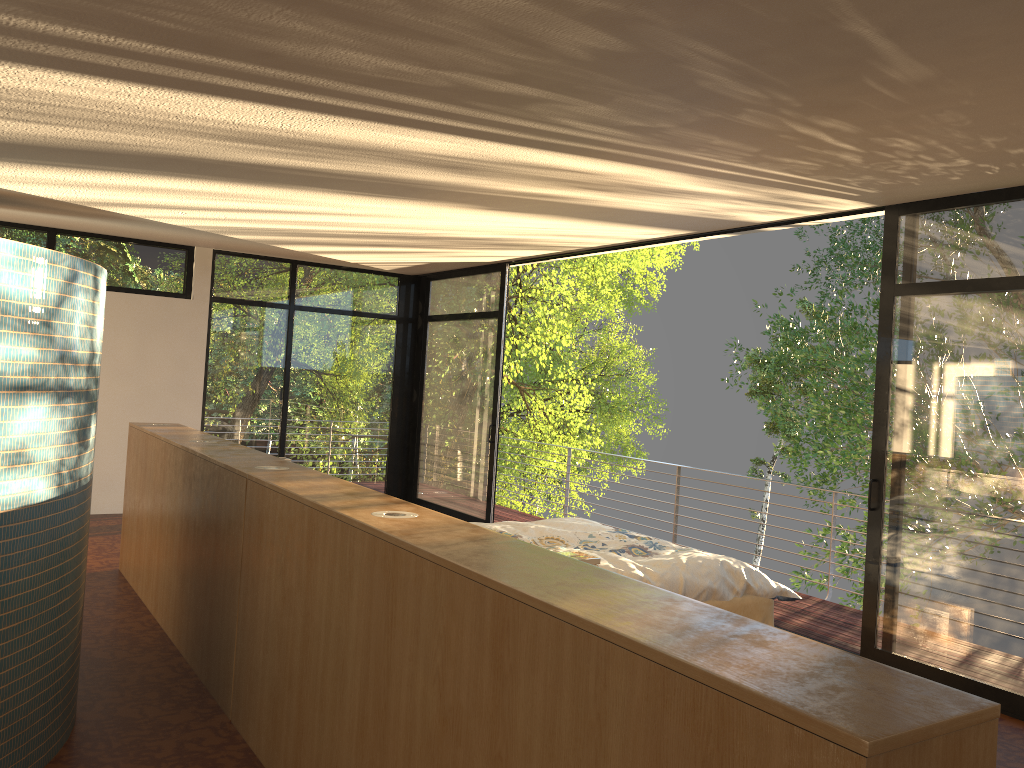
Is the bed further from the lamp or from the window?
the lamp

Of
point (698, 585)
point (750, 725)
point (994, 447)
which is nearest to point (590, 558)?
point (698, 585)

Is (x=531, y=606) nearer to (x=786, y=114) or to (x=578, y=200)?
(x=786, y=114)

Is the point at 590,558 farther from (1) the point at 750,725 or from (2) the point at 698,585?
(1) the point at 750,725

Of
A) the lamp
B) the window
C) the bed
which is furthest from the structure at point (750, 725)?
the window

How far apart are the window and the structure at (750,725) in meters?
2.8 m

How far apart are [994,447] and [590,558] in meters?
2.4 m

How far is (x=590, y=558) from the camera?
2.8m

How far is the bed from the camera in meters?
3.9

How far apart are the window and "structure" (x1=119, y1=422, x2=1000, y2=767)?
2.8 meters
